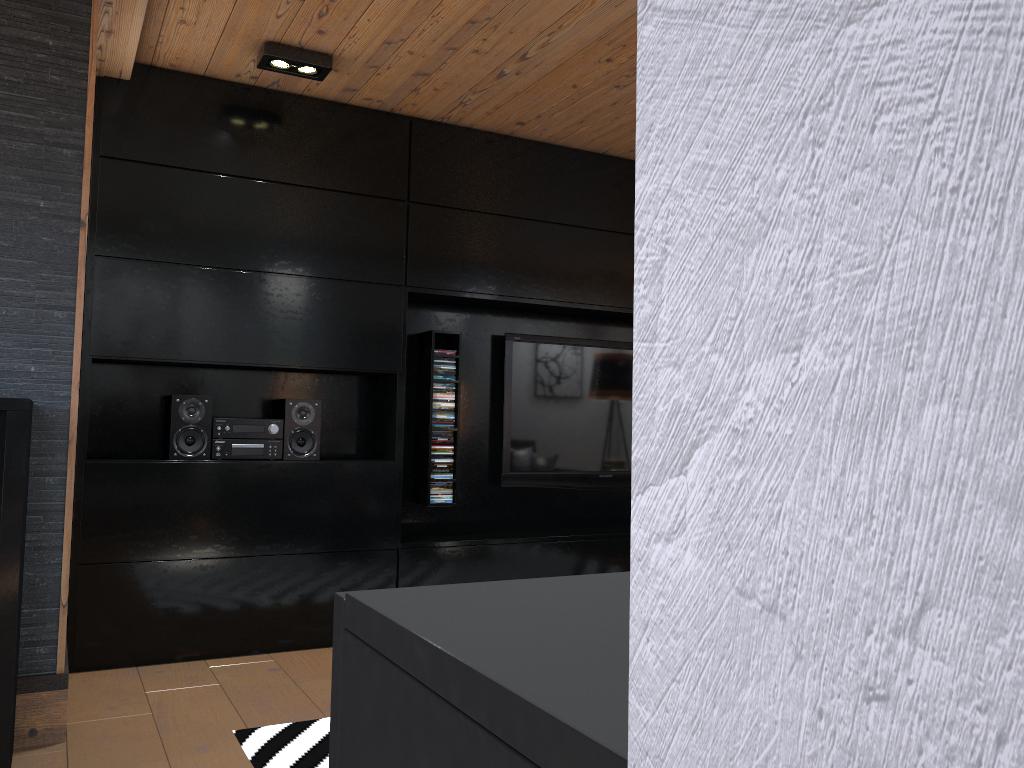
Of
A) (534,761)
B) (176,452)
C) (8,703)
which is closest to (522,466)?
(176,452)

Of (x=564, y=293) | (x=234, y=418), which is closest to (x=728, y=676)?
(x=234, y=418)

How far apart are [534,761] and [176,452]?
3.7m

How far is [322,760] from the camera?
2.5 meters

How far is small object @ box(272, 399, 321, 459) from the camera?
3.84m

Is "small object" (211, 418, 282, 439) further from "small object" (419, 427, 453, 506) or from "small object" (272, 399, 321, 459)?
"small object" (419, 427, 453, 506)

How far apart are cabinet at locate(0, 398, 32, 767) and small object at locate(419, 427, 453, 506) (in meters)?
2.14

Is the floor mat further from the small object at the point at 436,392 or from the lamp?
the lamp

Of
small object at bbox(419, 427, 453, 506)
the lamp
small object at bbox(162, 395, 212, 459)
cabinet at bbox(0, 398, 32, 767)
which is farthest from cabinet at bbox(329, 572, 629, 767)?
small object at bbox(419, 427, 453, 506)

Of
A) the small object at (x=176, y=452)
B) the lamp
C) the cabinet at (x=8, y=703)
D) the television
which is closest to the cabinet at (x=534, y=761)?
the cabinet at (x=8, y=703)
